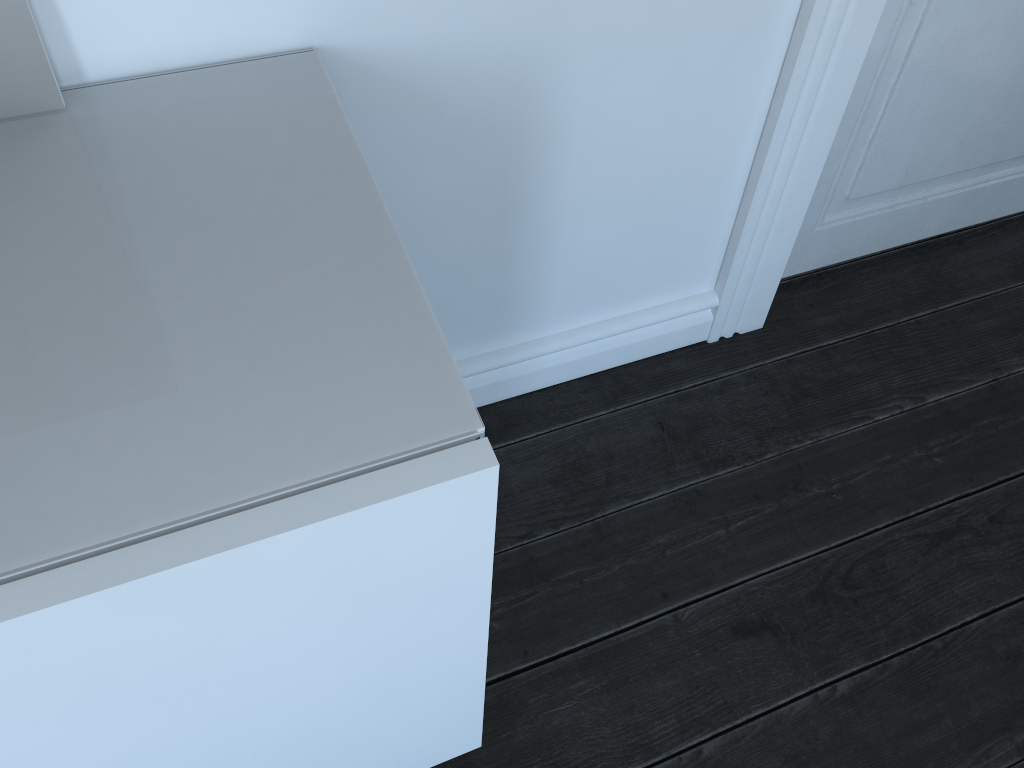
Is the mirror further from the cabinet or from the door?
the door

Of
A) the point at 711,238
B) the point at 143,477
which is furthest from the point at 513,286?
the point at 143,477

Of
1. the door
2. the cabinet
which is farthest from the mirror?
the door

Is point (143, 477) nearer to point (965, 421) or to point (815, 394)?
point (815, 394)

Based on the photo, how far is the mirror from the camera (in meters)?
0.76

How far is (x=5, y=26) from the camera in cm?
76

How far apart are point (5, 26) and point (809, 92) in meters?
1.0

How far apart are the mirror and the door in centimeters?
89cm

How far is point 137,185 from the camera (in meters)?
9.24

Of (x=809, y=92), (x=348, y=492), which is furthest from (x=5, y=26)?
(x=809, y=92)
